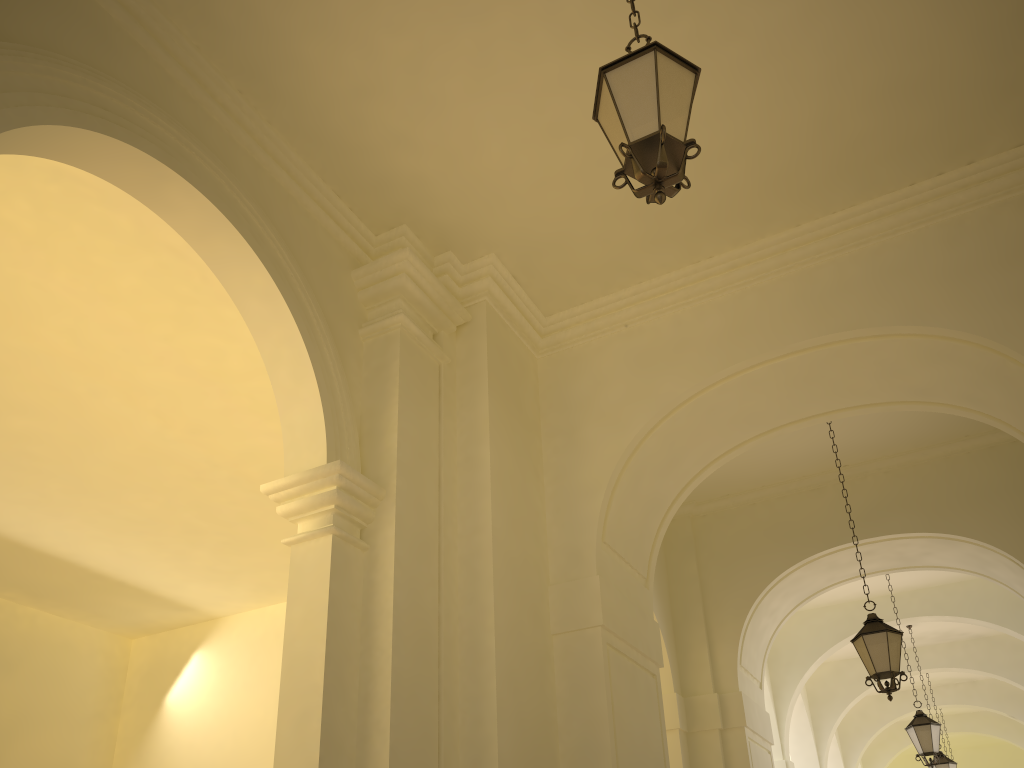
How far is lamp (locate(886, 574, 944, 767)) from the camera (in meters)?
12.09

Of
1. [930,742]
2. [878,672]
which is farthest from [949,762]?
[878,672]

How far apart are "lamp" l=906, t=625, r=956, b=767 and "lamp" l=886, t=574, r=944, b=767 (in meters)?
3.72

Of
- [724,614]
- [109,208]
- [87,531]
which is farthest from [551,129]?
[87,531]

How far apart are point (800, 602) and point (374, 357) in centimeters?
772cm

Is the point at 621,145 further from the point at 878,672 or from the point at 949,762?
the point at 949,762

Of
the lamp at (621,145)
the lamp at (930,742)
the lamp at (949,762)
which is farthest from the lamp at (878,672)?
the lamp at (949,762)

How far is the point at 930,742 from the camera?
12.1 meters

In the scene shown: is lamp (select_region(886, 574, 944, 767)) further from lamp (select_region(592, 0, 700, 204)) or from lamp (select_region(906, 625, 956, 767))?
lamp (select_region(592, 0, 700, 204))

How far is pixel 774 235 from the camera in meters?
7.6 m
